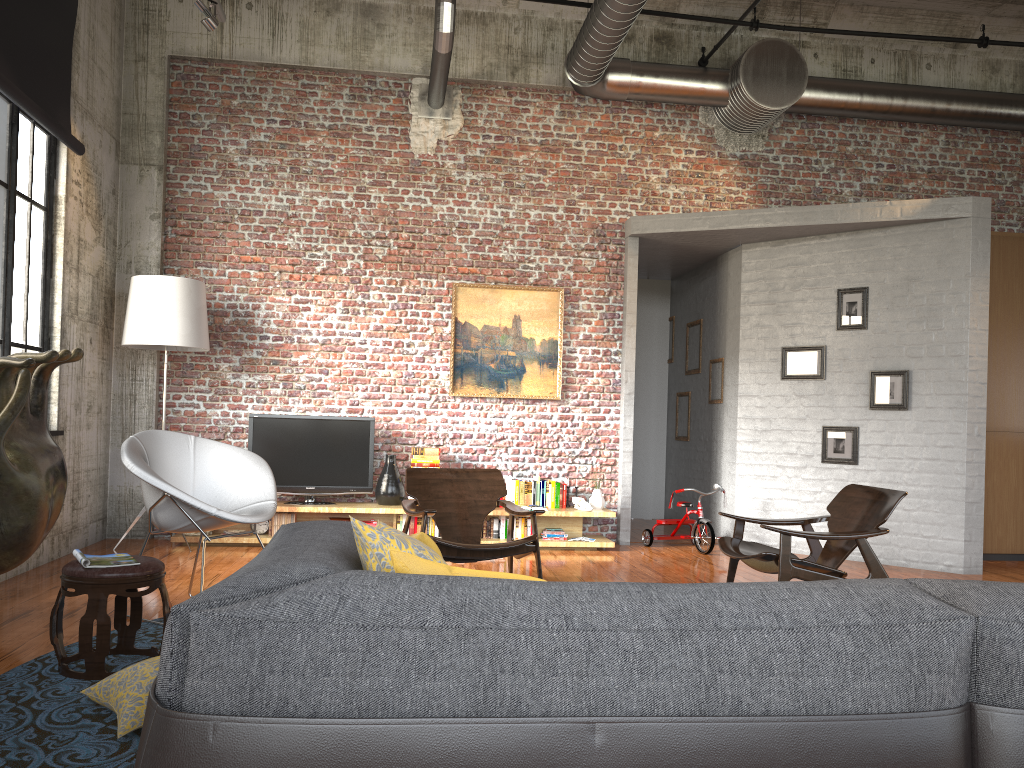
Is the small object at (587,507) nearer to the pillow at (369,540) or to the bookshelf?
the bookshelf

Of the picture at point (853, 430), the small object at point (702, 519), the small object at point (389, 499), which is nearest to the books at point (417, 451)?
the small object at point (389, 499)

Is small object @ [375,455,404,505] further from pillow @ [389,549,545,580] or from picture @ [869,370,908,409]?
pillow @ [389,549,545,580]

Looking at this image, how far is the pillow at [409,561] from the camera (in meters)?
1.78

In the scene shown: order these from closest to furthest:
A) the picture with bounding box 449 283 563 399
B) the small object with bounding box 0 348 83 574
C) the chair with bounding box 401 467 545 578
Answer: the small object with bounding box 0 348 83 574, the chair with bounding box 401 467 545 578, the picture with bounding box 449 283 563 399

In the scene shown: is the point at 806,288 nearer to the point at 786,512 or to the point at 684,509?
the point at 786,512

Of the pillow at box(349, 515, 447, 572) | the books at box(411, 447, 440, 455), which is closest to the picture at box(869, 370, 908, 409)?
the books at box(411, 447, 440, 455)

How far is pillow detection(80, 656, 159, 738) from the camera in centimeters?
302cm

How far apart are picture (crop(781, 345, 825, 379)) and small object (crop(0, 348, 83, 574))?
6.0m

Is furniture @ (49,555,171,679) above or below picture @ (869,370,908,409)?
below
